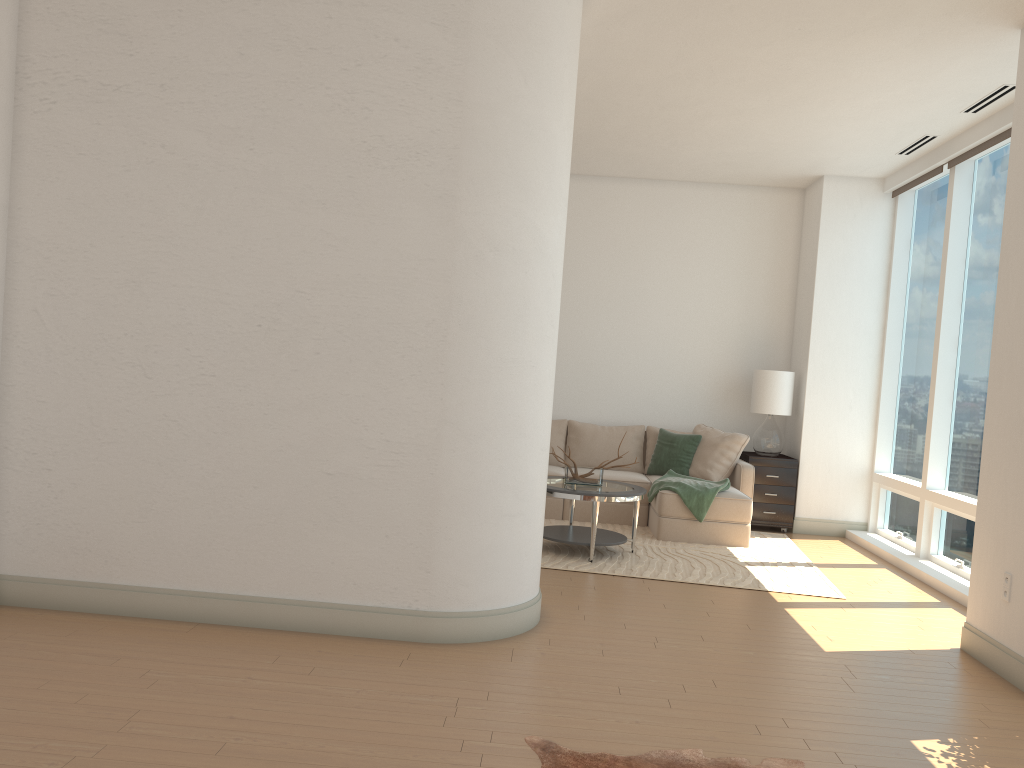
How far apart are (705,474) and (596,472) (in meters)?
1.81

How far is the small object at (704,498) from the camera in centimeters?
739cm

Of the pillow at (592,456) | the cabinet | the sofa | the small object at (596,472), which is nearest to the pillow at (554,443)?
the pillow at (592,456)

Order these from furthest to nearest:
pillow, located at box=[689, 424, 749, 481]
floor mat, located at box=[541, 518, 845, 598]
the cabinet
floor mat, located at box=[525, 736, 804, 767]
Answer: the cabinet
pillow, located at box=[689, 424, 749, 481]
floor mat, located at box=[541, 518, 845, 598]
floor mat, located at box=[525, 736, 804, 767]

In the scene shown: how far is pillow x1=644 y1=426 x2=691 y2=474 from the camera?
8.8 meters

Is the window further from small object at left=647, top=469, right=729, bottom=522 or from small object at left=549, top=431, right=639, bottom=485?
small object at left=549, top=431, right=639, bottom=485

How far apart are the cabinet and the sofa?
0.1 meters

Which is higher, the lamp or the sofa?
the lamp

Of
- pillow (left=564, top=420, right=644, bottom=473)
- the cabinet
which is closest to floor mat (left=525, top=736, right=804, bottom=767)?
the cabinet

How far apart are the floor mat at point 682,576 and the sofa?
0.0 meters
